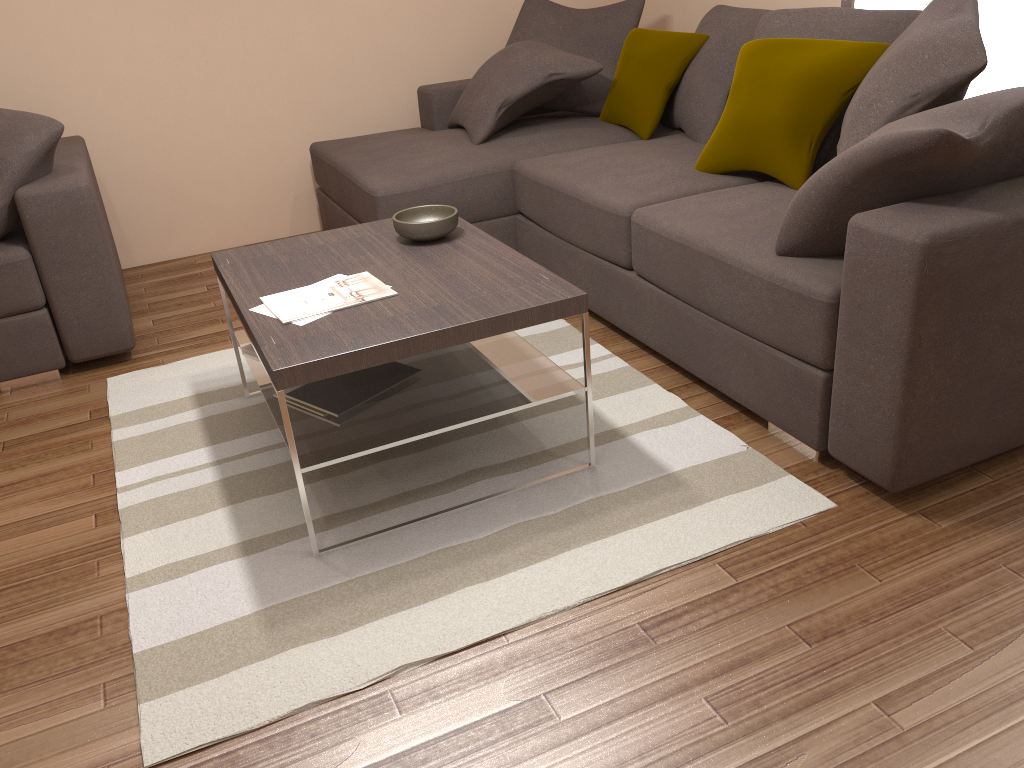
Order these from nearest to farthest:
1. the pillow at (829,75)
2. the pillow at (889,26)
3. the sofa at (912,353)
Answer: the sofa at (912,353) < the pillow at (829,75) < the pillow at (889,26)

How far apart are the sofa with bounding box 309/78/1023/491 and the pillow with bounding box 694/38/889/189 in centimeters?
3cm

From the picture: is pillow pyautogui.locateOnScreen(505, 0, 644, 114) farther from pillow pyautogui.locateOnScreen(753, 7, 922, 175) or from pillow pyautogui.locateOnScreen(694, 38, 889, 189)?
pillow pyautogui.locateOnScreen(694, 38, 889, 189)

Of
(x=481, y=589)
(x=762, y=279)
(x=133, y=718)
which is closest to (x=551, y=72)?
(x=762, y=279)

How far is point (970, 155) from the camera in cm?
208

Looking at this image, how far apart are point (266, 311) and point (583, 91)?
2.66m

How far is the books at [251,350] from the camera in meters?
2.9

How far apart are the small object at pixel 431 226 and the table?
0.03m

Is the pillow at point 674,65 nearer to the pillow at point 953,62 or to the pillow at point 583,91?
the pillow at point 583,91

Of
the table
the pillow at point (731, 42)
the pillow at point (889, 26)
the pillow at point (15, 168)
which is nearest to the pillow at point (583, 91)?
the pillow at point (731, 42)
